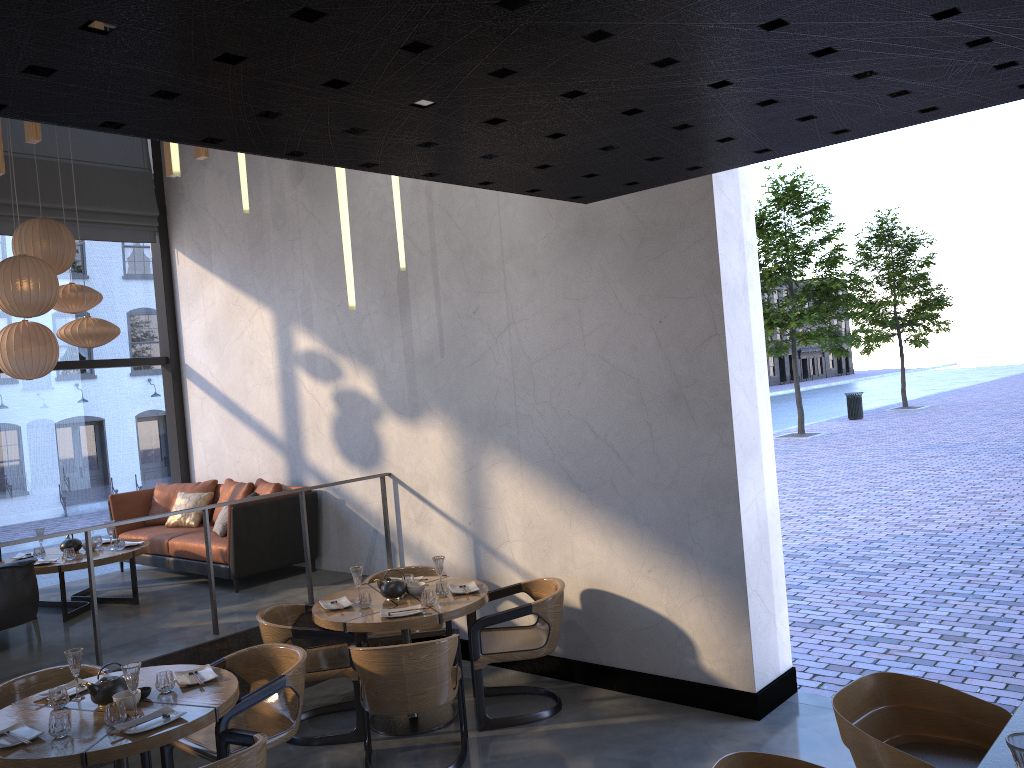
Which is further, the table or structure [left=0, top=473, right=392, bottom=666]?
structure [left=0, top=473, right=392, bottom=666]

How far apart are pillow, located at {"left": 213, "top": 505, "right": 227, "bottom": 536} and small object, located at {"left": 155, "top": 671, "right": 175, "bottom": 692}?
3.4m

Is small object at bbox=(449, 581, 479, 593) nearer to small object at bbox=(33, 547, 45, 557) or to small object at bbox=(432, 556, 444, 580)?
small object at bbox=(432, 556, 444, 580)

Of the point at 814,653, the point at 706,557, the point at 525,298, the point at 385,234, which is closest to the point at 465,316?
the point at 525,298

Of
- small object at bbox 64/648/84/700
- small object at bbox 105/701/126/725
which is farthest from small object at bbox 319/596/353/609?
small object at bbox 105/701/126/725

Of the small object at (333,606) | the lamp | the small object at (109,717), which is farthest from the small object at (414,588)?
the small object at (109,717)

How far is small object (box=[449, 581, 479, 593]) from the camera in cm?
557

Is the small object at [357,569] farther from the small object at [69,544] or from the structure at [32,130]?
the structure at [32,130]

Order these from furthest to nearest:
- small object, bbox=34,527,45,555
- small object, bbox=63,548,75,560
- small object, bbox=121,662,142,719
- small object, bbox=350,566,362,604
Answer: small object, bbox=34,527,45,555, small object, bbox=63,548,75,560, small object, bbox=350,566,362,604, small object, bbox=121,662,142,719

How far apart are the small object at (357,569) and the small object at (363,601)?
0.1 meters
